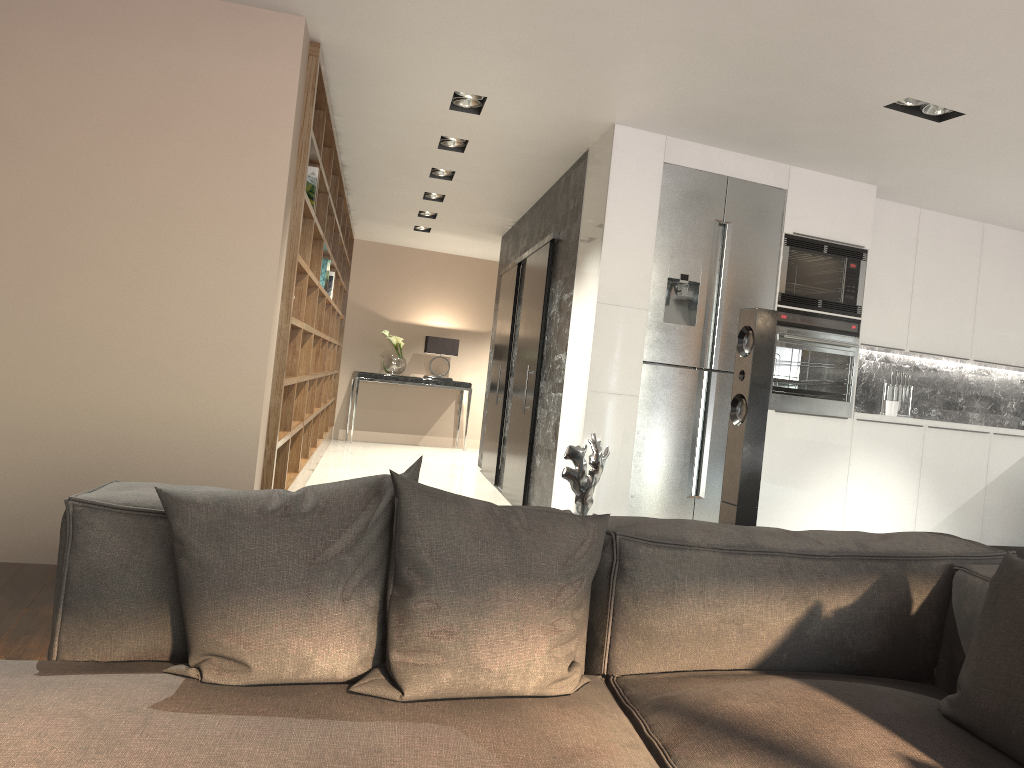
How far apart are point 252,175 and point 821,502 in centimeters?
386cm

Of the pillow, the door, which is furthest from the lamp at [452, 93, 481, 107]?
the pillow

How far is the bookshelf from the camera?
4.3 meters

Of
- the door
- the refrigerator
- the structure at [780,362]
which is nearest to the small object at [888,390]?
the structure at [780,362]

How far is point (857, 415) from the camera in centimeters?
561cm

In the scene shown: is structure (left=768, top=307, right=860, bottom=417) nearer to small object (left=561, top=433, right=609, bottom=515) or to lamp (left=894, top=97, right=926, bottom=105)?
lamp (left=894, top=97, right=926, bottom=105)

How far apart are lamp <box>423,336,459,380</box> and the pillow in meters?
9.4

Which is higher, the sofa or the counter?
the counter

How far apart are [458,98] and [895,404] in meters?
3.6 m

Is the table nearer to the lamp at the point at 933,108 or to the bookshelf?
the bookshelf
